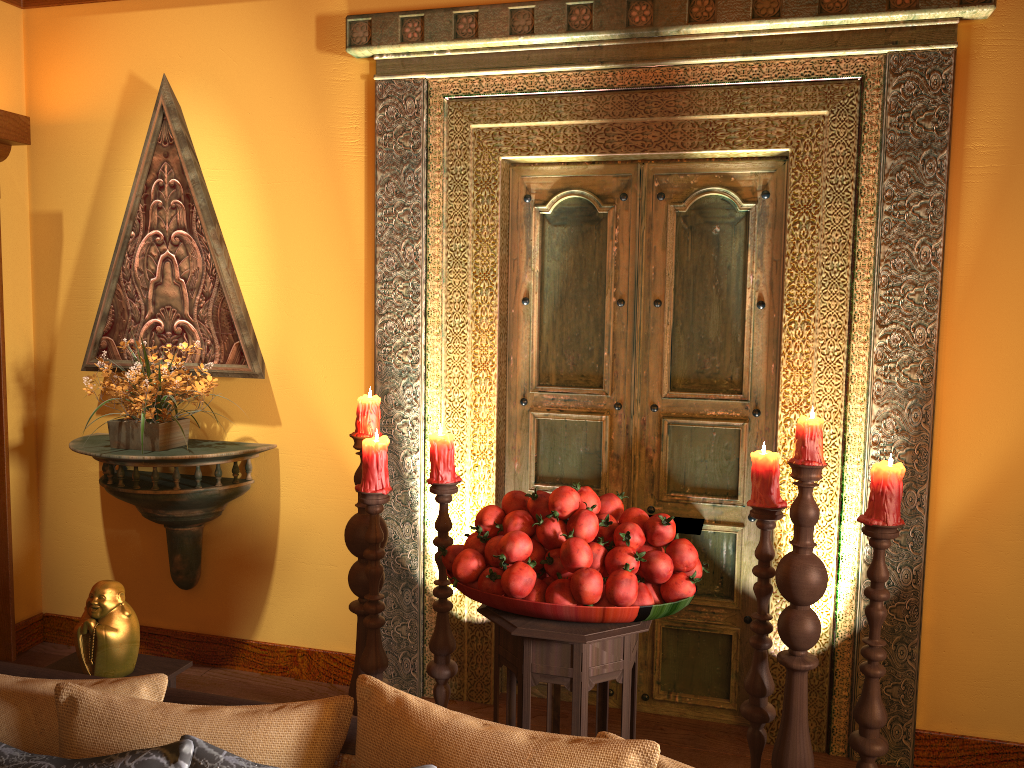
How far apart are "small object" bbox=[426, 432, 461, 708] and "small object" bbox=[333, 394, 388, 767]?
0.2 meters

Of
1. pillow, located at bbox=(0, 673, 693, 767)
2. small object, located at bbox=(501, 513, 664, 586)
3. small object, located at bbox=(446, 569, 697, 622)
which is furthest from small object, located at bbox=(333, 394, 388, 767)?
pillow, located at bbox=(0, 673, 693, 767)

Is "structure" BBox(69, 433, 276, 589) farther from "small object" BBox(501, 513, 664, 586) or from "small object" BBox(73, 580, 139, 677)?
"small object" BBox(501, 513, 664, 586)

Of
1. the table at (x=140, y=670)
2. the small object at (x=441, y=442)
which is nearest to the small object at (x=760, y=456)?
the small object at (x=441, y=442)

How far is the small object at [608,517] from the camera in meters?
2.2

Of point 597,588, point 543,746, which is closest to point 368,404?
point 597,588

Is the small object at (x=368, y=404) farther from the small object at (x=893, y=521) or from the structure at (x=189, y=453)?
the small object at (x=893, y=521)

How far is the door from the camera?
3.1 meters

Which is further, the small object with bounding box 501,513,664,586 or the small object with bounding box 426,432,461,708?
the small object with bounding box 426,432,461,708

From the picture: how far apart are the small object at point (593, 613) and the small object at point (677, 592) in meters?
0.0
